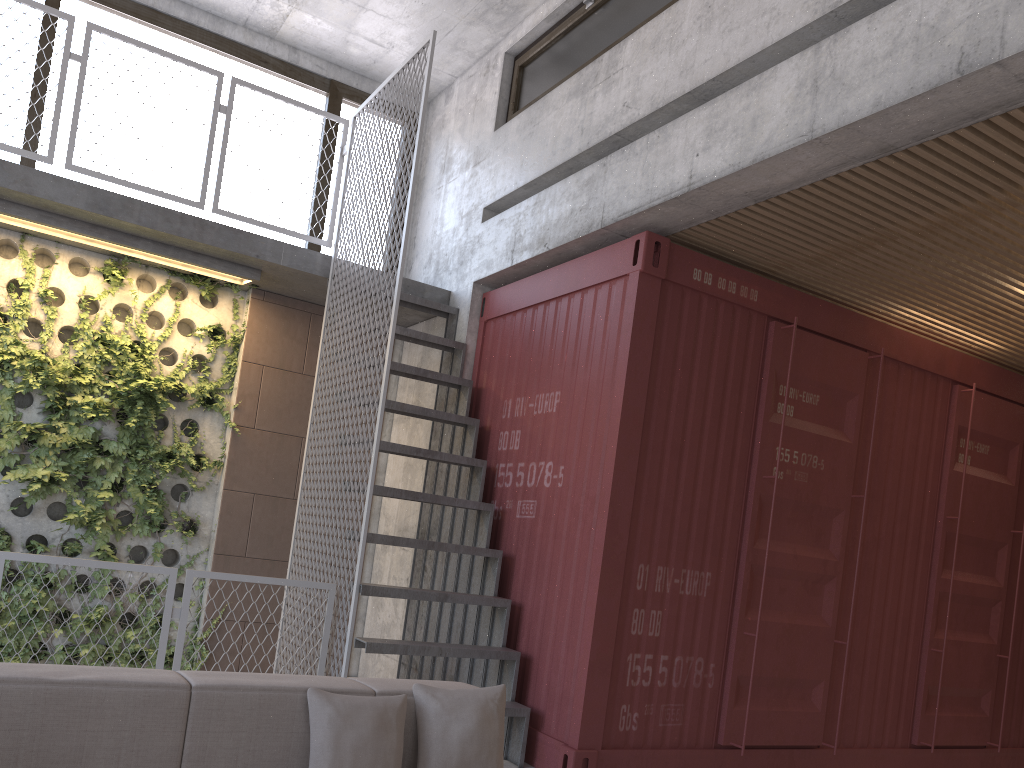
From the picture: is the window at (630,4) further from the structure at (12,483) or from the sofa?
the sofa

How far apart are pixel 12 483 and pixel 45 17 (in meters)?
3.40

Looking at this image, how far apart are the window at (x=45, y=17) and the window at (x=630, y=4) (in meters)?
1.61

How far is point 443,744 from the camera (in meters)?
2.92

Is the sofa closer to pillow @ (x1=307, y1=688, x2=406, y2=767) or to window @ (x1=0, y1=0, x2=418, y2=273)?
pillow @ (x1=307, y1=688, x2=406, y2=767)

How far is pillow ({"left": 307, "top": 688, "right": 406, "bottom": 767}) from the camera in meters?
2.7 m

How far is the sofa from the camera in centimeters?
244cm

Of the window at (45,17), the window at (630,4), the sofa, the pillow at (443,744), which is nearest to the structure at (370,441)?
the window at (45,17)

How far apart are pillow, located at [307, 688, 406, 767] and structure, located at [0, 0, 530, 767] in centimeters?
173cm

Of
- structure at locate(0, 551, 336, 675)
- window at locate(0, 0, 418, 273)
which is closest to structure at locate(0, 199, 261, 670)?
window at locate(0, 0, 418, 273)
